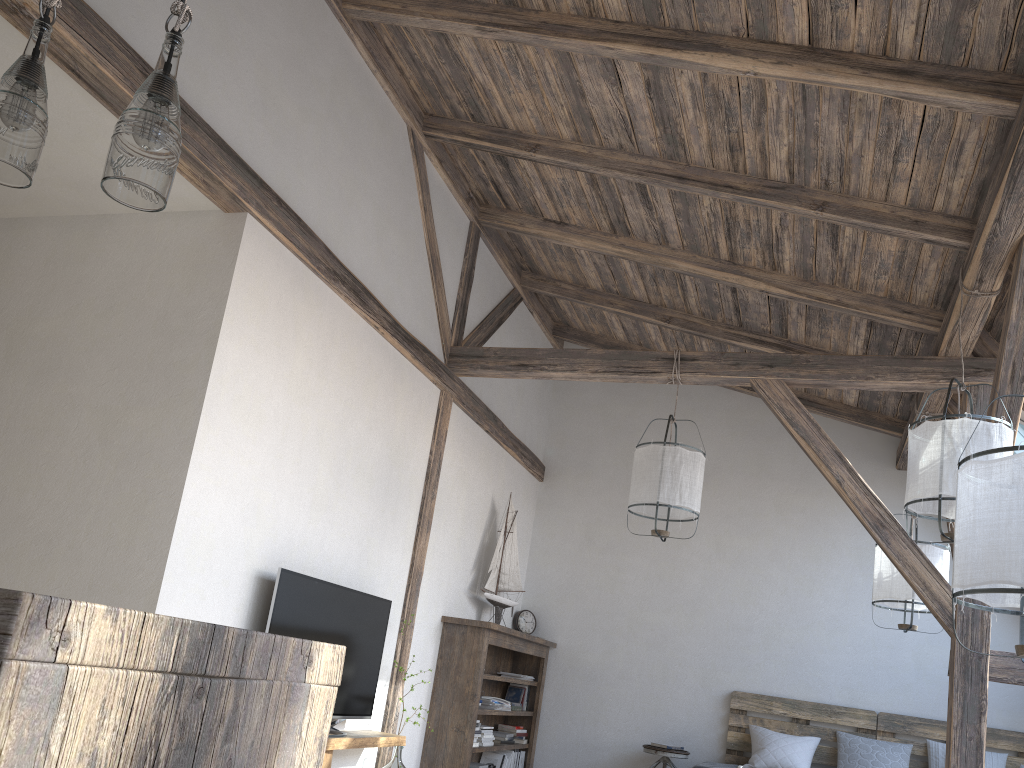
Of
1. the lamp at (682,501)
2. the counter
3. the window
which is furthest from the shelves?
the window

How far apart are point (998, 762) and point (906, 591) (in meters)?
1.76

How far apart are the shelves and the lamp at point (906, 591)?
2.8 meters

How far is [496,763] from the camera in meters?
6.2

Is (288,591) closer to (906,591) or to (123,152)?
(123,152)

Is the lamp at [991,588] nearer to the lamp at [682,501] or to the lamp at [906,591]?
the lamp at [682,501]

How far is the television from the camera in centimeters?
375cm

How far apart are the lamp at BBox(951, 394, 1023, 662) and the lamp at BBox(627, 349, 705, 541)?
2.4m

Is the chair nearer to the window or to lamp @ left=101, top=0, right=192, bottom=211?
the window

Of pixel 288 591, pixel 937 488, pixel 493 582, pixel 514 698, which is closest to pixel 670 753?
pixel 514 698
